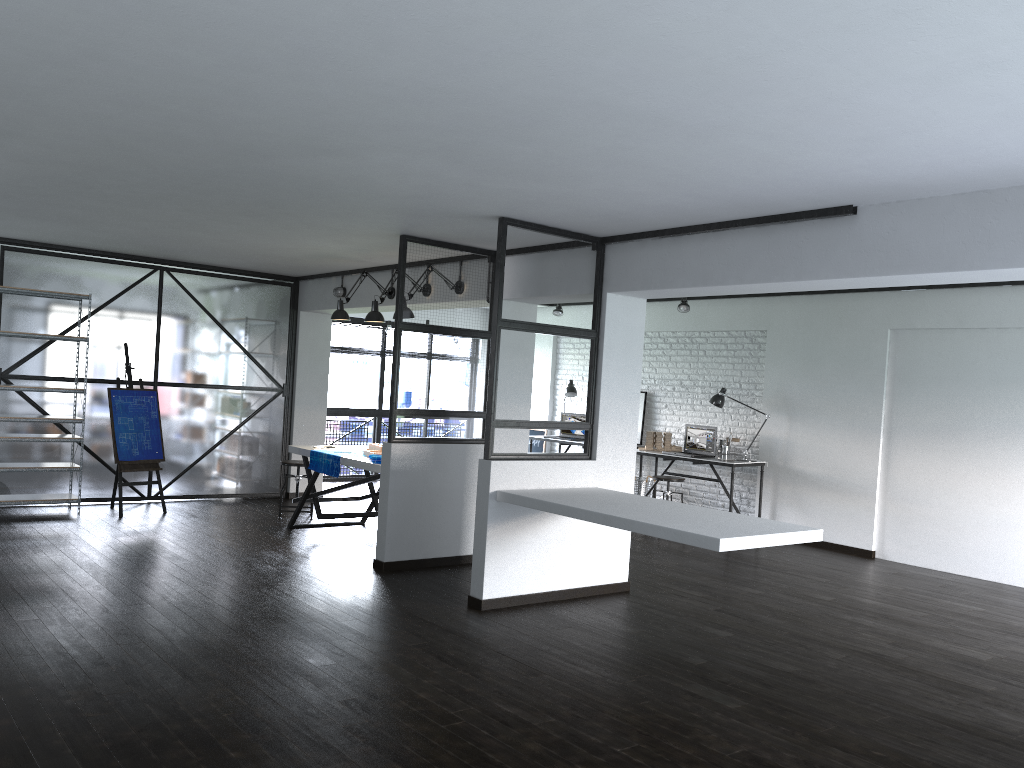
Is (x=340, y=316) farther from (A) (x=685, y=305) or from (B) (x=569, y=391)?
(B) (x=569, y=391)

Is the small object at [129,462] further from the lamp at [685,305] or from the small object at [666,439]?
the lamp at [685,305]

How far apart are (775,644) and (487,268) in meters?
3.3

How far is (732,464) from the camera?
8.4m

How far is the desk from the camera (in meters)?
8.36

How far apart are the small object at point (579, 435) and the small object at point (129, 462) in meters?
4.7

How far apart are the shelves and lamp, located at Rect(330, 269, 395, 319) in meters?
2.1 m

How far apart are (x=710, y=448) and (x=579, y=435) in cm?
202

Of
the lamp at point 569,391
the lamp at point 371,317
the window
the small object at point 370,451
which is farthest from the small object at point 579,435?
the lamp at point 371,317

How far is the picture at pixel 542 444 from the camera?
11.37m
